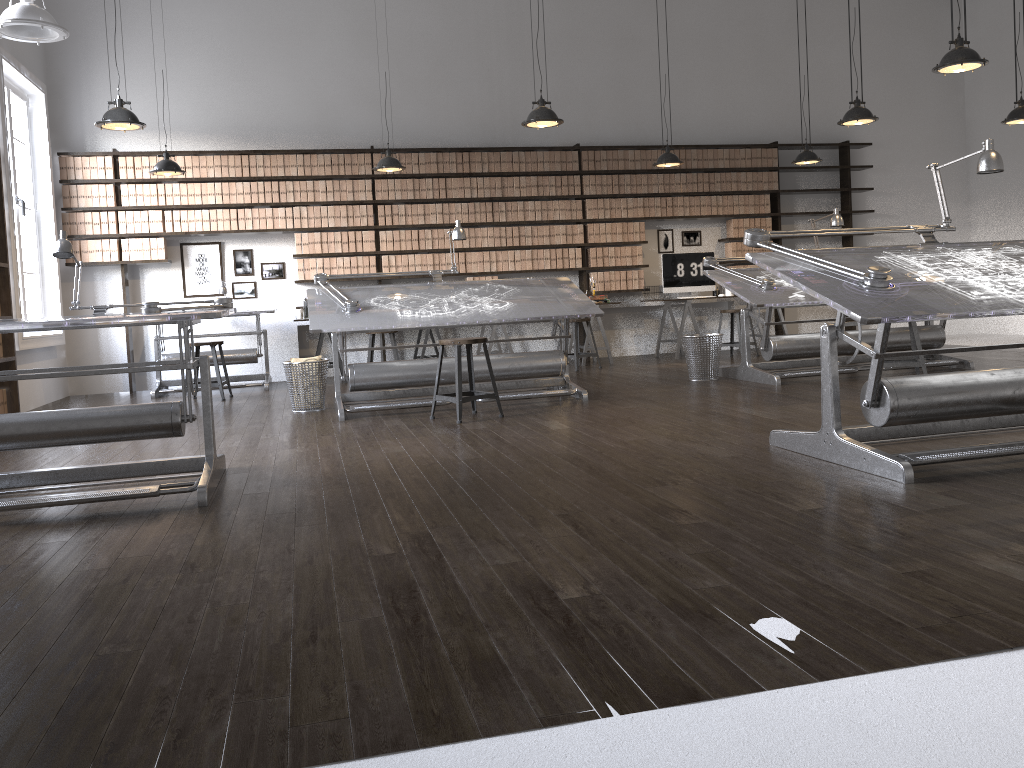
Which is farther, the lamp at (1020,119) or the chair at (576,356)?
the chair at (576,356)

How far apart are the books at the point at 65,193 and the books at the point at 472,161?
4.1 meters

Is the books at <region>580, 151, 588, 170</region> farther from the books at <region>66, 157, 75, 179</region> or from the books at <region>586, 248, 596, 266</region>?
the books at <region>66, 157, 75, 179</region>

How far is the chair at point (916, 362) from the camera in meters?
6.3

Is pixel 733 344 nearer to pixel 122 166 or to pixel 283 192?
pixel 283 192

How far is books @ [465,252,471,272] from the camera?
9.7m

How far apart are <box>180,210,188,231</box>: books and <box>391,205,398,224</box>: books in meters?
2.1 m

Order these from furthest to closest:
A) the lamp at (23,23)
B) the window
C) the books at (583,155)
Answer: the books at (583,155) → the window → the lamp at (23,23)

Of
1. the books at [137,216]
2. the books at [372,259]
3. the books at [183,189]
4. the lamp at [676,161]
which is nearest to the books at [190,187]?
the books at [183,189]

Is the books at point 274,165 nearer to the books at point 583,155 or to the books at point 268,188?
the books at point 268,188
